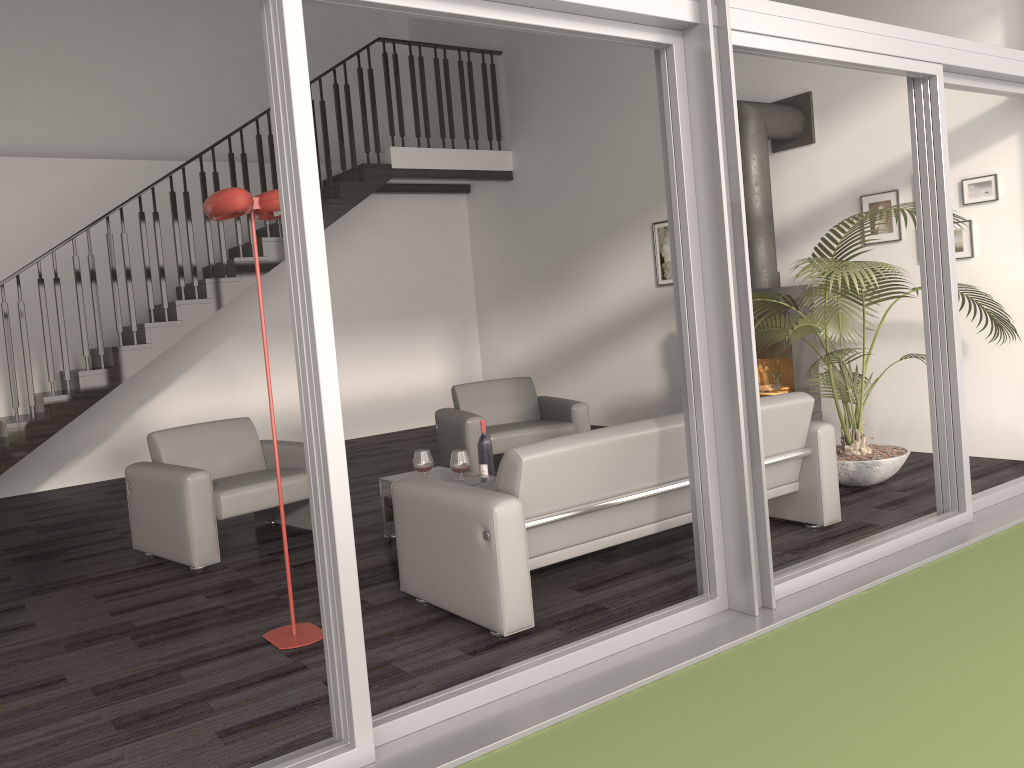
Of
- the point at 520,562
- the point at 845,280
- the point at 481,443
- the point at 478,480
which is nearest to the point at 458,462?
the point at 478,480

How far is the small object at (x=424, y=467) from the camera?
4.92m

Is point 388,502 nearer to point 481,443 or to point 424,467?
point 424,467

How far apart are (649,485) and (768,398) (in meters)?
0.84

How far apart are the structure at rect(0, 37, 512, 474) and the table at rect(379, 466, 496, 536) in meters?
3.5

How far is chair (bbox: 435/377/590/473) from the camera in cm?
613

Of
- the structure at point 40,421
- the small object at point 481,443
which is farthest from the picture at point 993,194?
the structure at point 40,421

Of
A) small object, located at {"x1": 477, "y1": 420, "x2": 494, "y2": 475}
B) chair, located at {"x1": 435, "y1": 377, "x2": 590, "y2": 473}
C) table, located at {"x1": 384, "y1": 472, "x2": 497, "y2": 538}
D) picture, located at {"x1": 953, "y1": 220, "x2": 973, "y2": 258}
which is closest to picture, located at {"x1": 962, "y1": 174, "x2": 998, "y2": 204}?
picture, located at {"x1": 953, "y1": 220, "x2": 973, "y2": 258}

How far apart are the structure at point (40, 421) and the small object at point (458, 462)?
4.0m

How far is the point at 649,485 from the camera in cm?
385
